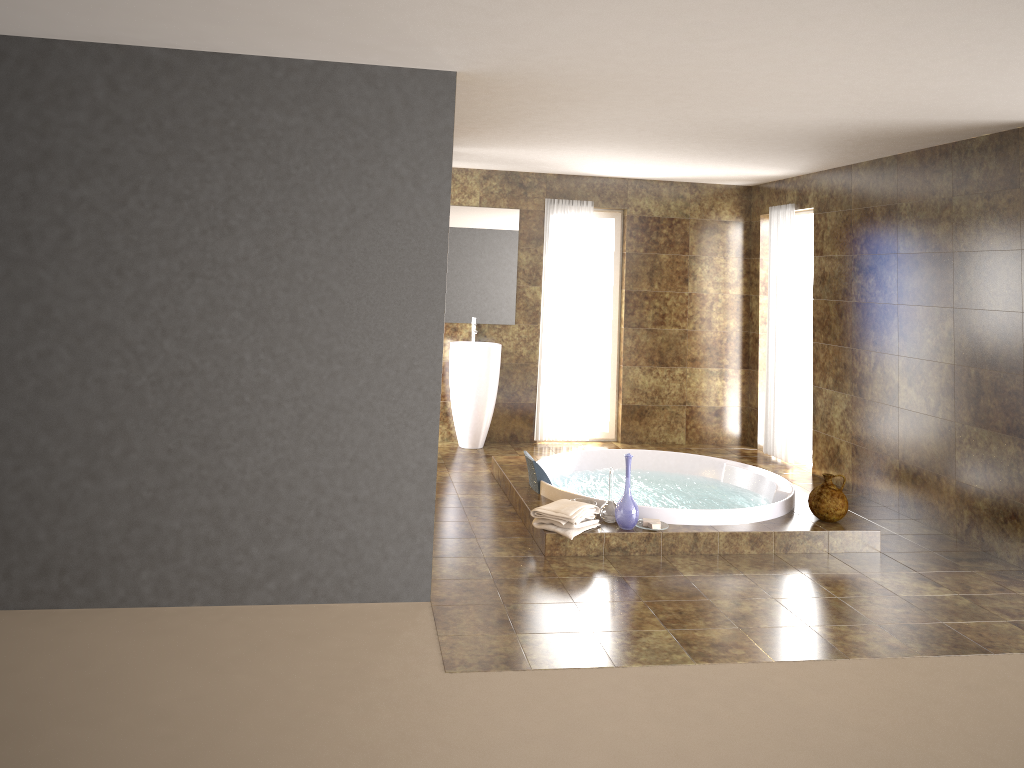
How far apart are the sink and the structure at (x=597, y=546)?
1.0 meters

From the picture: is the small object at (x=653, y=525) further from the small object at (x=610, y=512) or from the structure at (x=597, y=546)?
the small object at (x=610, y=512)

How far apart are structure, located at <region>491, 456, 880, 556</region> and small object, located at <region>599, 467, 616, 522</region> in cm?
4

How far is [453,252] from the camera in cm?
792

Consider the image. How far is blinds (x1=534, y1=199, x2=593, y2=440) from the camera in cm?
805

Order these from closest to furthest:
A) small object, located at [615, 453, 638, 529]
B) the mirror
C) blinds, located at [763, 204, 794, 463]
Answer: small object, located at [615, 453, 638, 529], blinds, located at [763, 204, 794, 463], the mirror

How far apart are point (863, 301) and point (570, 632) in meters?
3.9 m

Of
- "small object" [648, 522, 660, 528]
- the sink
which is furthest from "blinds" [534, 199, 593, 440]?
"small object" [648, 522, 660, 528]

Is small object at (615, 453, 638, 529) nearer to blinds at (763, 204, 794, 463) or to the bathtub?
the bathtub

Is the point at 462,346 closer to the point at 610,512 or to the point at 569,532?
the point at 610,512
